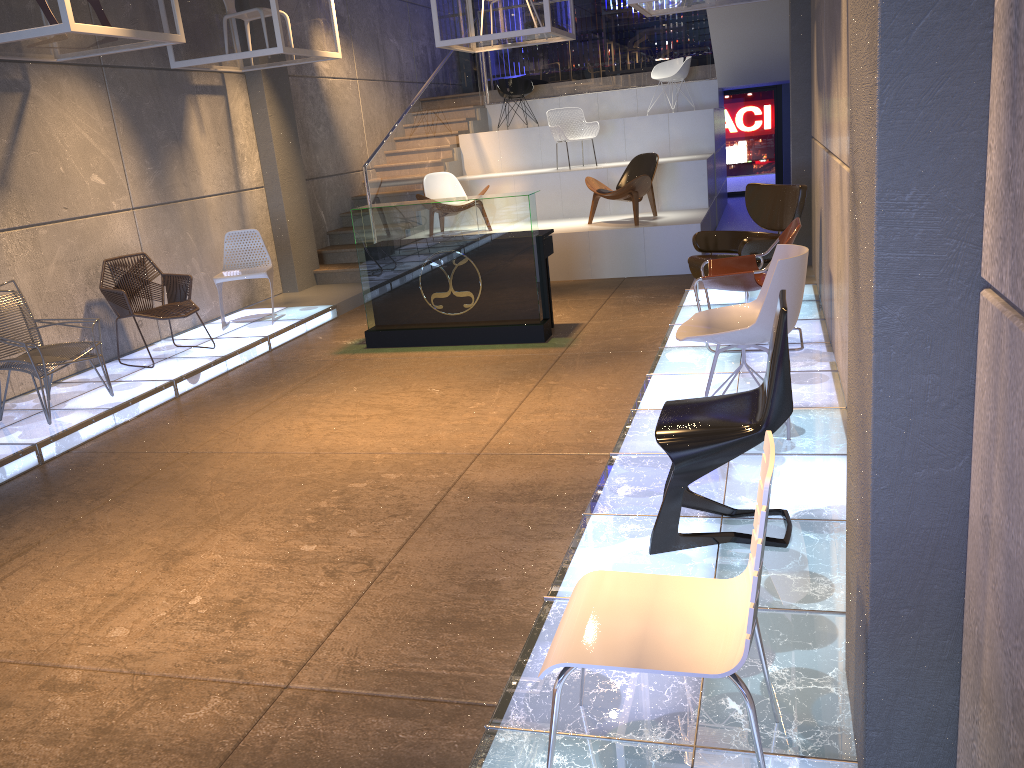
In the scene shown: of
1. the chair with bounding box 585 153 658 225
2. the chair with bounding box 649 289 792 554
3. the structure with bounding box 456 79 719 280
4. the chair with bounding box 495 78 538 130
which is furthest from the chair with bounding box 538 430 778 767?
the chair with bounding box 495 78 538 130

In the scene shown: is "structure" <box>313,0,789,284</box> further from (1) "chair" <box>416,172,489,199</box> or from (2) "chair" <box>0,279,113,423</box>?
(2) "chair" <box>0,279,113,423</box>

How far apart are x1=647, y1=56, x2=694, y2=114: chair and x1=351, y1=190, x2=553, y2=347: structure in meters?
6.3

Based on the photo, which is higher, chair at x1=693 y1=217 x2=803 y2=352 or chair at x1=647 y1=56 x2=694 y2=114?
chair at x1=647 y1=56 x2=694 y2=114

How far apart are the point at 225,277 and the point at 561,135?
5.2m

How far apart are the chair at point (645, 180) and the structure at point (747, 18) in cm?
207

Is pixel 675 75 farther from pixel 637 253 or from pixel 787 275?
pixel 787 275

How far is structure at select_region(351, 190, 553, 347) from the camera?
7.2m

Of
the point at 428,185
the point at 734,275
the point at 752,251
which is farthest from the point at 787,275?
the point at 428,185

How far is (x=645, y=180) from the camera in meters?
9.9 m
